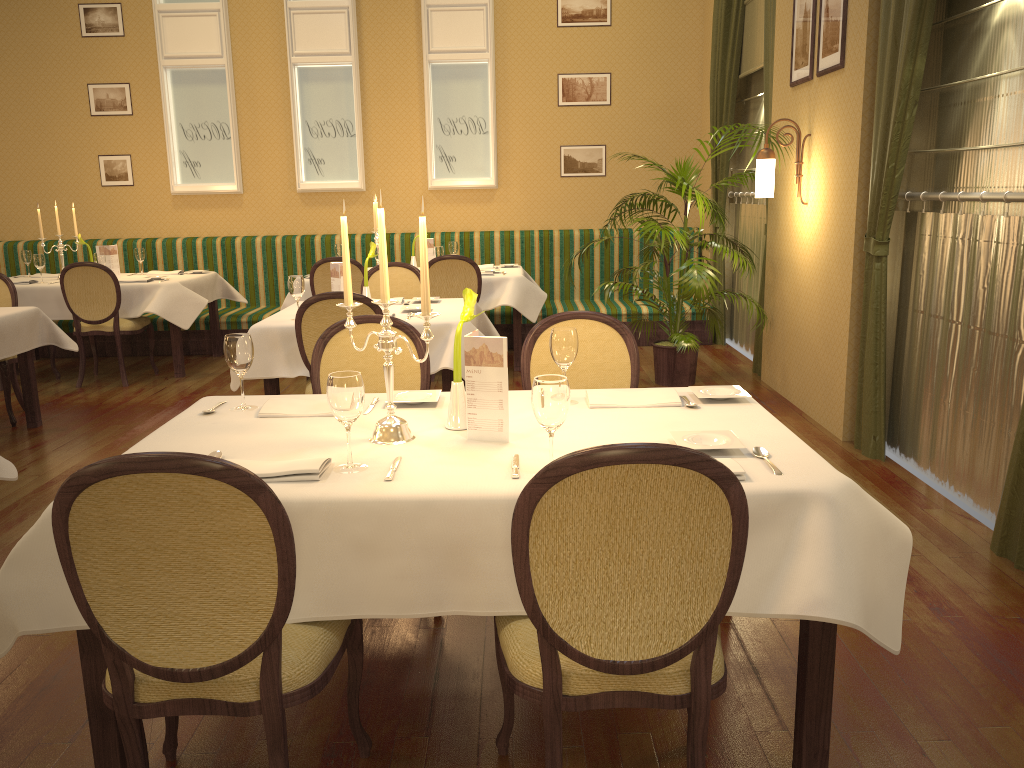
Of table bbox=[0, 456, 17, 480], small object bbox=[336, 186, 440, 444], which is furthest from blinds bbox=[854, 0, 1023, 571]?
table bbox=[0, 456, 17, 480]

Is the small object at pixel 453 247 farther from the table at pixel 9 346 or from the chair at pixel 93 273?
the table at pixel 9 346

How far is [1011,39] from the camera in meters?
3.6

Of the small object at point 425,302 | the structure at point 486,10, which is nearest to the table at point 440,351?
the small object at point 425,302

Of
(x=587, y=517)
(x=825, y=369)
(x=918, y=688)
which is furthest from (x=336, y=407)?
(x=825, y=369)

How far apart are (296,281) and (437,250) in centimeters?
243cm

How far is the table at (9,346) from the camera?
5.14m

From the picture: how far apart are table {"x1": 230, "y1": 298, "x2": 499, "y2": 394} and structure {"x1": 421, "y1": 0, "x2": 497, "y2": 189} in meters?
3.3 m

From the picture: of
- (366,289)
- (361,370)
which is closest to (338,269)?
(366,289)

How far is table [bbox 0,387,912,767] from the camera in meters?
1.9
